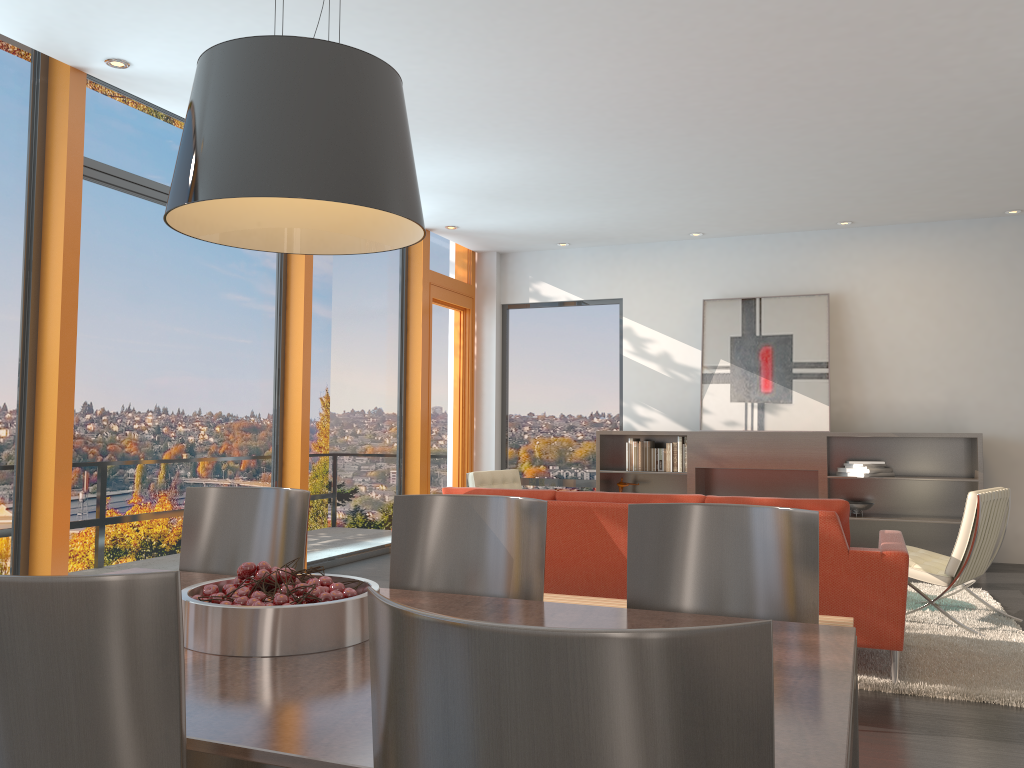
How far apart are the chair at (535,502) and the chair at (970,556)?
3.57m

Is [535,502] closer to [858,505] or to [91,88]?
[91,88]

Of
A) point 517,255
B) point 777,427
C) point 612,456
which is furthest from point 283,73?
point 517,255

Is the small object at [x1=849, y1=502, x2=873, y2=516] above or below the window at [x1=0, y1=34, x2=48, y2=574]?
below

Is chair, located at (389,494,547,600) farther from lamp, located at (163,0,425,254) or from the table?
lamp, located at (163,0,425,254)

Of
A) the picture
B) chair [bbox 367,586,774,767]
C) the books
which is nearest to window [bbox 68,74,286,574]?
the books

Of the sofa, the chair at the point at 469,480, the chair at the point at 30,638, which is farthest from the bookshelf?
the chair at the point at 30,638

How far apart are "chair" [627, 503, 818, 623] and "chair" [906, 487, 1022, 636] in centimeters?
333cm

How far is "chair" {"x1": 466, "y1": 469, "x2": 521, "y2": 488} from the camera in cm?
698

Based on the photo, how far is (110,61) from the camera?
4.8m
